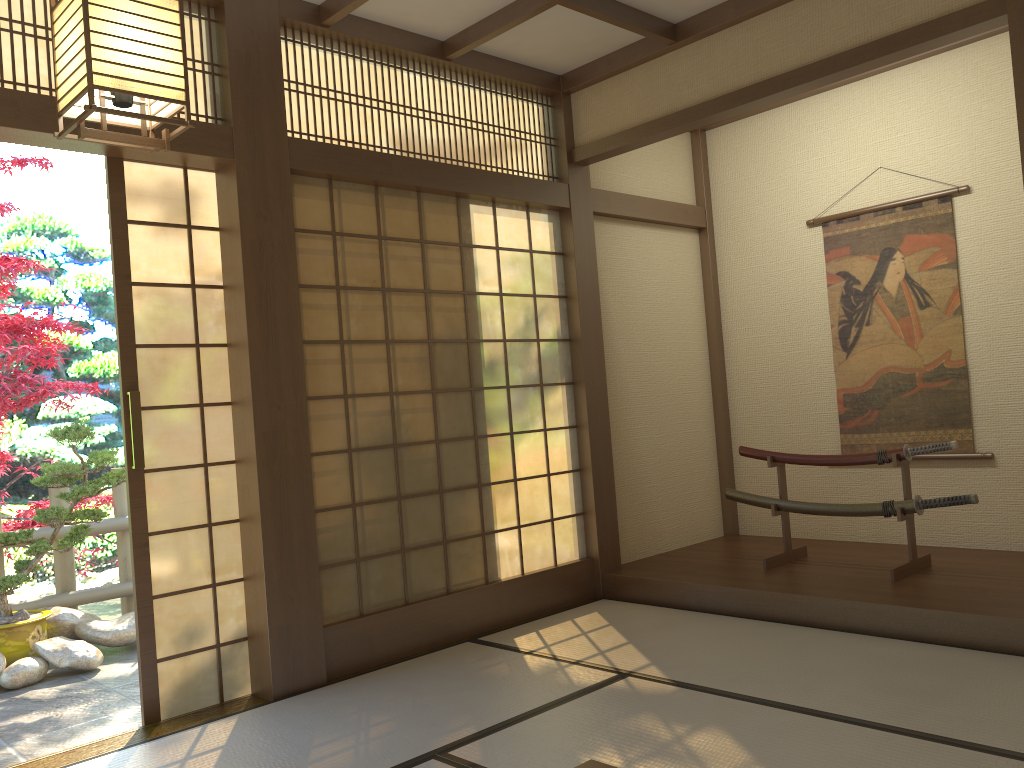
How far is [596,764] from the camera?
1.9m

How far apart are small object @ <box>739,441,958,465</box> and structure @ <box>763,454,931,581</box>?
0.03m

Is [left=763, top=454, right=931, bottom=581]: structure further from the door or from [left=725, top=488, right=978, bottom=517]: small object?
the door

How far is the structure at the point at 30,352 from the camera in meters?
5.8 m

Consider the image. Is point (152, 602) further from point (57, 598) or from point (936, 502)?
point (936, 502)

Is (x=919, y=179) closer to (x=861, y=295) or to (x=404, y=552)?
(x=861, y=295)

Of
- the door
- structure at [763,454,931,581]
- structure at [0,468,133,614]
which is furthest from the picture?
structure at [0,468,133,614]

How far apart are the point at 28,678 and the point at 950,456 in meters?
5.0

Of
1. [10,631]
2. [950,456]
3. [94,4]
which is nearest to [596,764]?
[94,4]

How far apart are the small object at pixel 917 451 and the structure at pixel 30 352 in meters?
4.3 m
